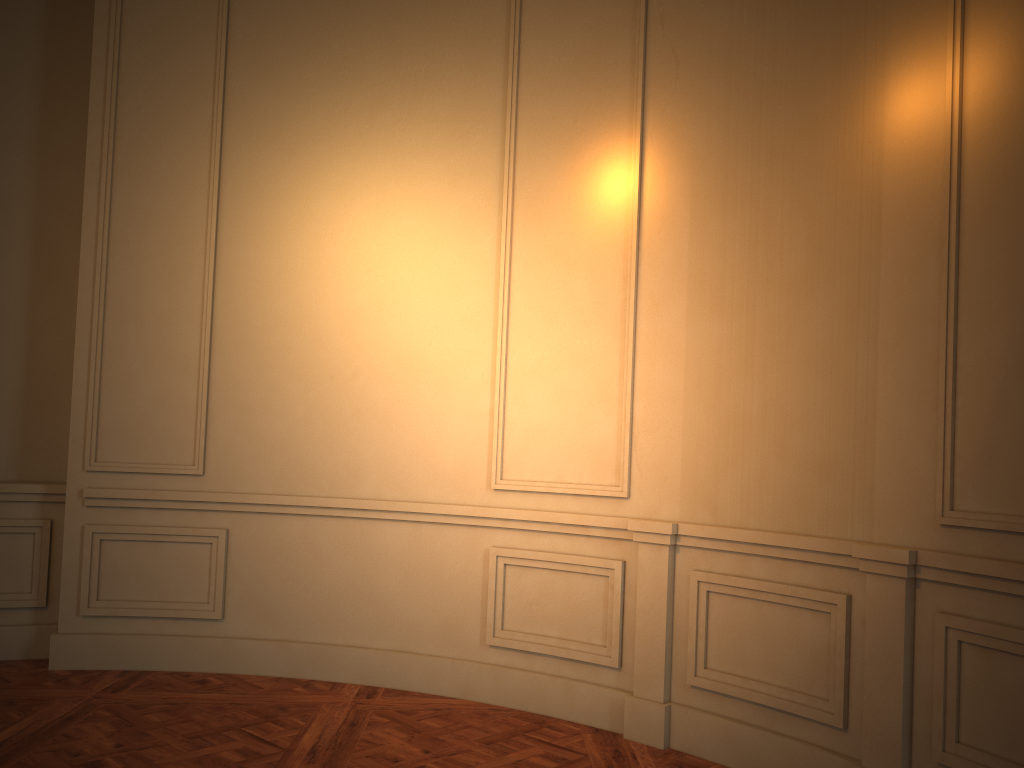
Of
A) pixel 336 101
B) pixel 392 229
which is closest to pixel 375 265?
pixel 392 229

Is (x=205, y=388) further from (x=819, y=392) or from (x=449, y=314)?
(x=819, y=392)

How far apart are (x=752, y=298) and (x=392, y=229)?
1.90m

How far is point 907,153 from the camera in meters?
2.9
